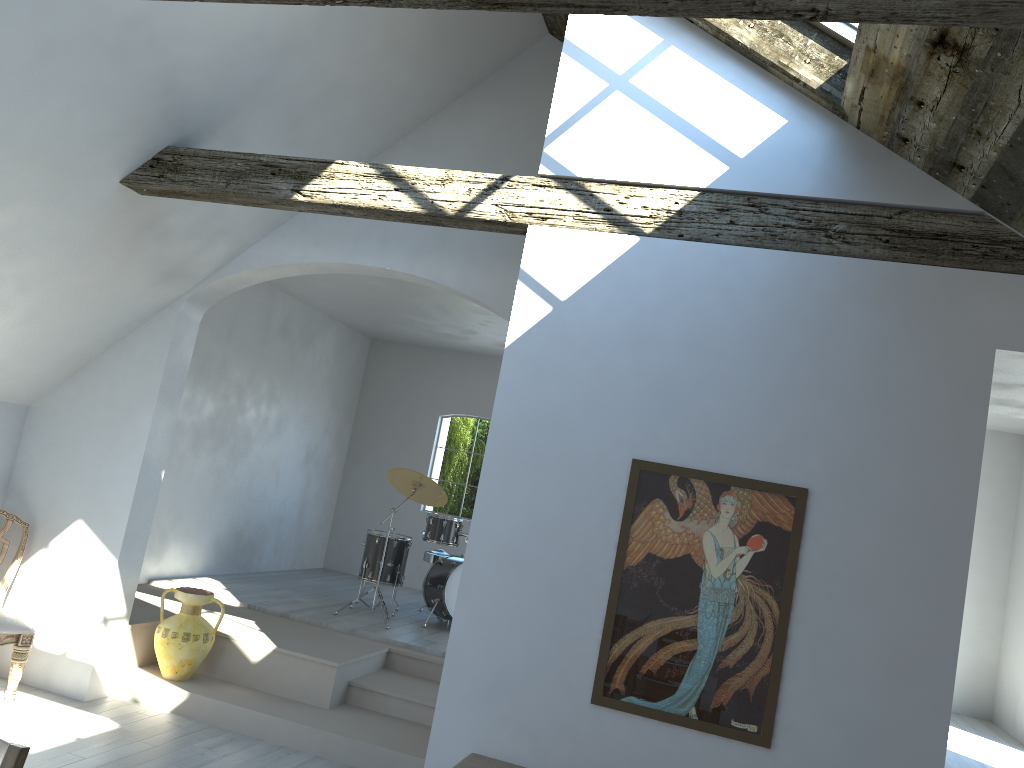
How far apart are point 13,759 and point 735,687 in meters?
2.6 m

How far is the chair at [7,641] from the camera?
5.48m

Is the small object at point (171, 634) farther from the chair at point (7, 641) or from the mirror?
the mirror

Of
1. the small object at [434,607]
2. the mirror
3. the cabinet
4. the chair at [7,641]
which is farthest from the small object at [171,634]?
the mirror

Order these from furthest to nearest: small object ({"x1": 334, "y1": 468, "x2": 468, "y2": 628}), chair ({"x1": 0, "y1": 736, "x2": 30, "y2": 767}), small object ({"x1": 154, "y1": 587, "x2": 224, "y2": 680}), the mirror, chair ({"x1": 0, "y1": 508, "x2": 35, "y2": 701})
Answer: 1. small object ({"x1": 334, "y1": 468, "x2": 468, "y2": 628})
2. small object ({"x1": 154, "y1": 587, "x2": 224, "y2": 680})
3. chair ({"x1": 0, "y1": 508, "x2": 35, "y2": 701})
4. the mirror
5. chair ({"x1": 0, "y1": 736, "x2": 30, "y2": 767})

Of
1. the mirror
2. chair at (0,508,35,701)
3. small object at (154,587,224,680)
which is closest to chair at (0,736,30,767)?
the mirror

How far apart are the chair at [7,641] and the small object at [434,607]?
2.9m

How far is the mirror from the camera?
3.6 meters

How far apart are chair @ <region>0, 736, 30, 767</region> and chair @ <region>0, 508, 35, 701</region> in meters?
3.8 m

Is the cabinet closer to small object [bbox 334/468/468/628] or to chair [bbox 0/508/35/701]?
chair [bbox 0/508/35/701]
